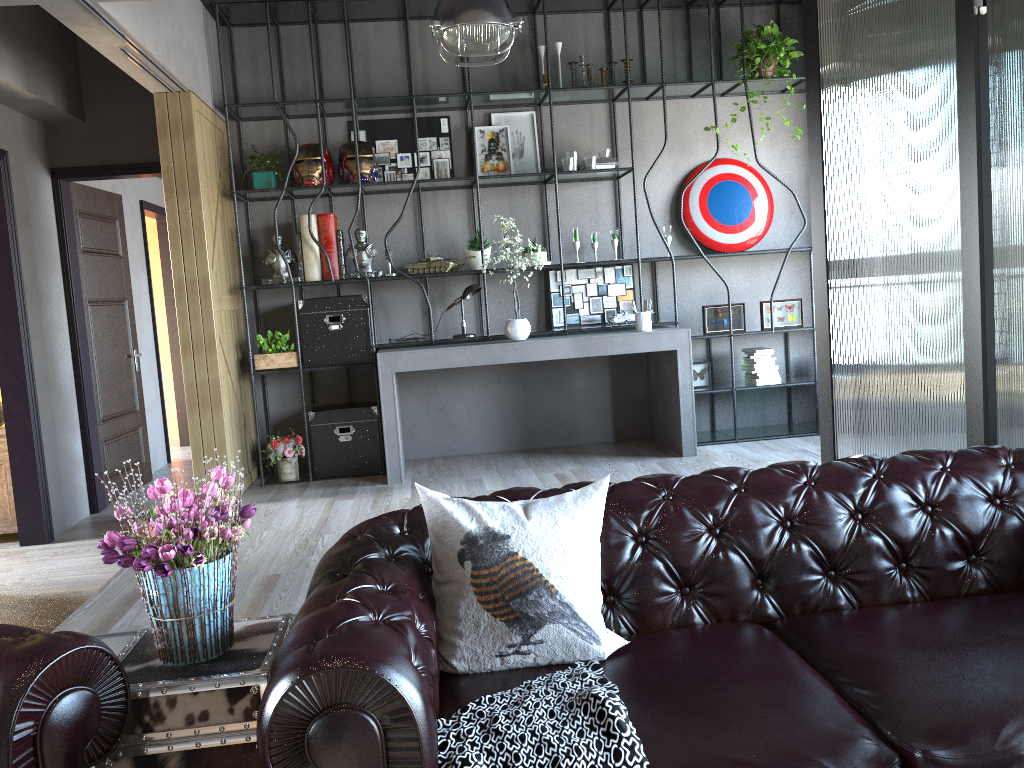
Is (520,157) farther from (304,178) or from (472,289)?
(304,178)

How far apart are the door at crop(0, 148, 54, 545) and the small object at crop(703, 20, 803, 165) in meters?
5.0

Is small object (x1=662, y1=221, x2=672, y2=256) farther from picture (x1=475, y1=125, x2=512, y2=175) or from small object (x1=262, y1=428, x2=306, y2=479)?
small object (x1=262, y1=428, x2=306, y2=479)

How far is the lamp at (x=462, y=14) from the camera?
4.68m

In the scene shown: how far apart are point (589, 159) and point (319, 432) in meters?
2.7

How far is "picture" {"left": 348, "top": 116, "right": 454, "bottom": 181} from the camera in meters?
6.5 m

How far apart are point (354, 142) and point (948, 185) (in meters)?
3.80

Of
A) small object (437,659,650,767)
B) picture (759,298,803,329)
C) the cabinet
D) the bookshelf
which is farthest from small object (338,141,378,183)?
small object (437,659,650,767)

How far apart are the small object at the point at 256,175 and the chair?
4.6m

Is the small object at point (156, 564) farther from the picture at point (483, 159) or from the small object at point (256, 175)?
the picture at point (483, 159)
